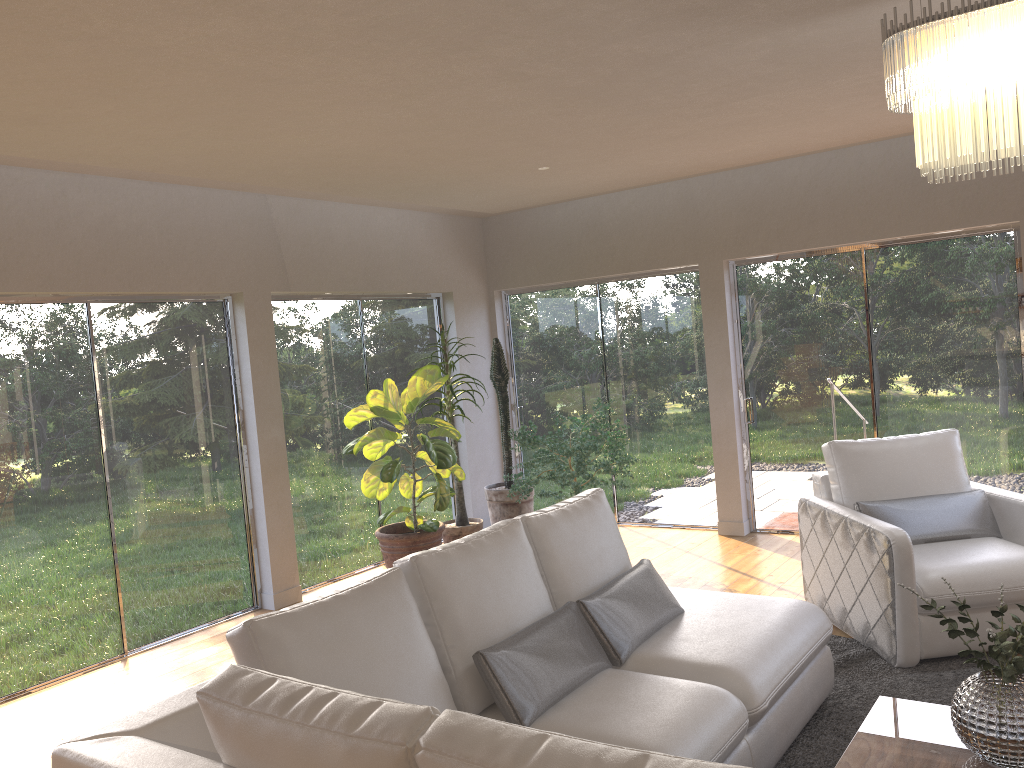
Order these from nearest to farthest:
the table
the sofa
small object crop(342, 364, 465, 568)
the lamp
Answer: the sofa < the lamp < the table < small object crop(342, 364, 465, 568)

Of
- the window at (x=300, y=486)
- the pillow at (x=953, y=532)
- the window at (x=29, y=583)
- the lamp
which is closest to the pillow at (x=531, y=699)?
the pillow at (x=953, y=532)

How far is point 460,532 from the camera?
6.5m

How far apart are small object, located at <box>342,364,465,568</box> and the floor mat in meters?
2.5

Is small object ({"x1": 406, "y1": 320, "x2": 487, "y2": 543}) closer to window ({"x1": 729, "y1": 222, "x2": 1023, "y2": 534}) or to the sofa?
window ({"x1": 729, "y1": 222, "x2": 1023, "y2": 534})

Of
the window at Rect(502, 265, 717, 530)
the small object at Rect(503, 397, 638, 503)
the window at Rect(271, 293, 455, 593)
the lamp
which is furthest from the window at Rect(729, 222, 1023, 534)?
the lamp

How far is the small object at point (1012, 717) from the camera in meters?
2.5 m

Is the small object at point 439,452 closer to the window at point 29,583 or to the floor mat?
the window at point 29,583

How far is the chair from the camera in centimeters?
398cm

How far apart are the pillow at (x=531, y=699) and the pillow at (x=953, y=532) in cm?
146
